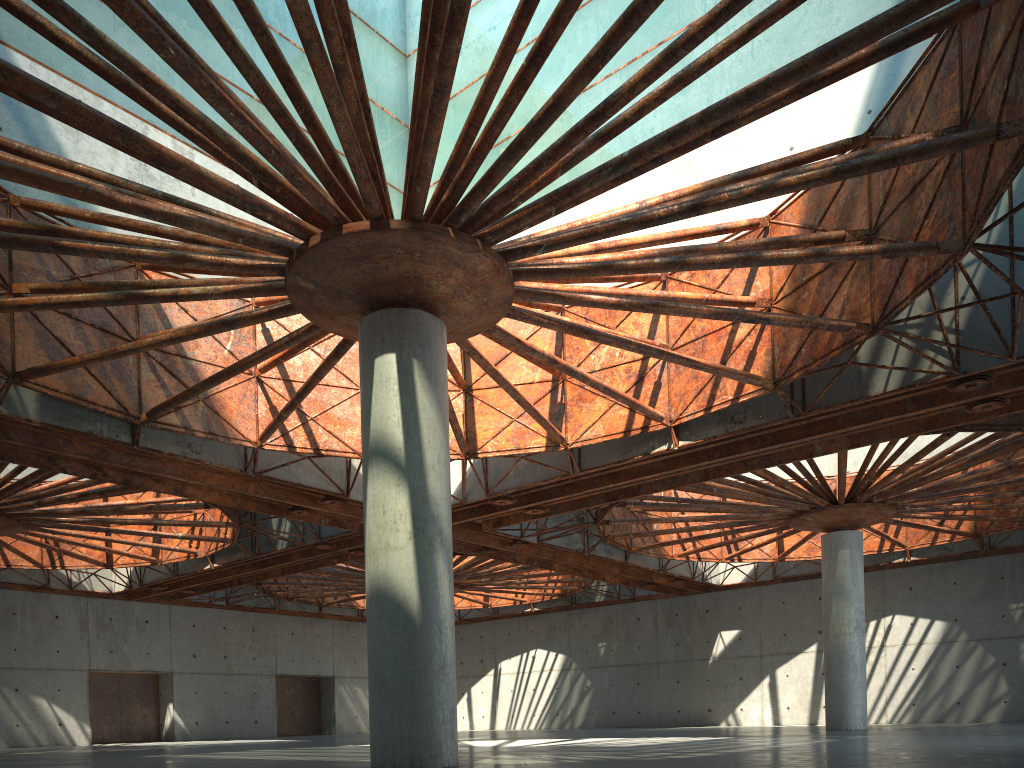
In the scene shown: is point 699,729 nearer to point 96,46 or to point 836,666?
point 836,666
